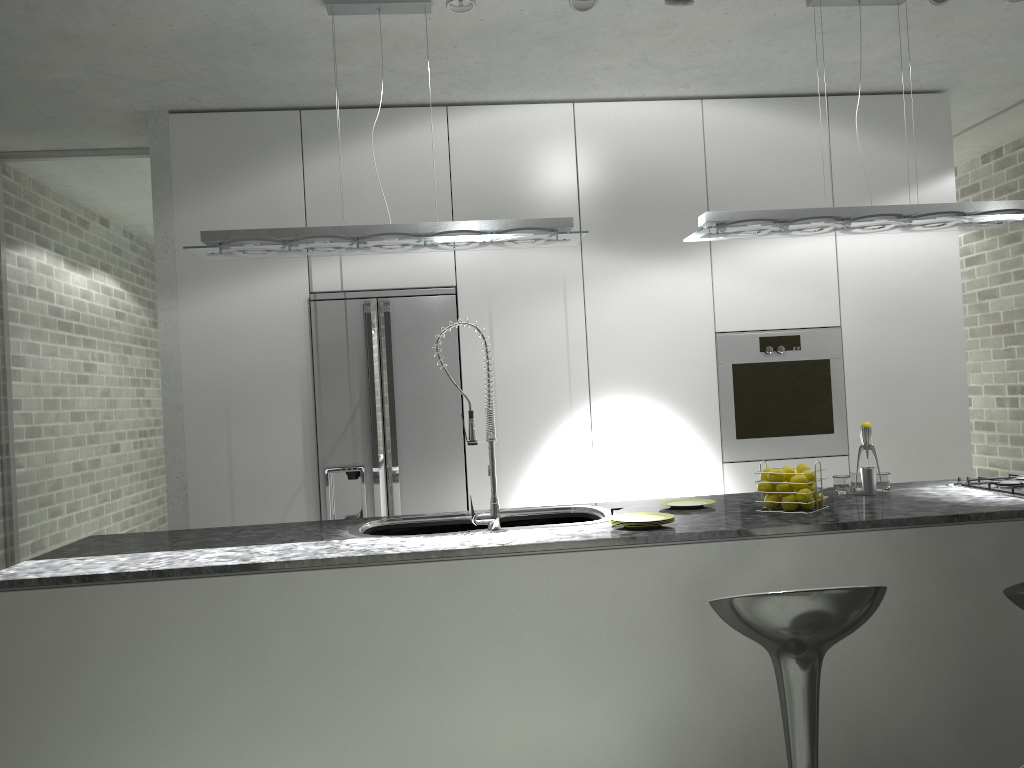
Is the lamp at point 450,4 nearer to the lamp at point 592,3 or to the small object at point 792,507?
the lamp at point 592,3

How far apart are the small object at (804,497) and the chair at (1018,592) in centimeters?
70cm

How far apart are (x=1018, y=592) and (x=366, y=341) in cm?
311

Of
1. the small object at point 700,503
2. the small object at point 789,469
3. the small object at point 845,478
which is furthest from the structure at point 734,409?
the small object at point 789,469

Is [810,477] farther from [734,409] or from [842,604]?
[734,409]

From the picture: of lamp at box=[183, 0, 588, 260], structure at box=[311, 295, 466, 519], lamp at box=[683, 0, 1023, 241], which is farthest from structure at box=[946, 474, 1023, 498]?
structure at box=[311, 295, 466, 519]

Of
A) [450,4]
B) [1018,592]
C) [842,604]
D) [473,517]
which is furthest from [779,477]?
[450,4]

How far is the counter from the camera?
2.6m

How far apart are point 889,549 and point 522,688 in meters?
1.3

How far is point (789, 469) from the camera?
3.1 meters
